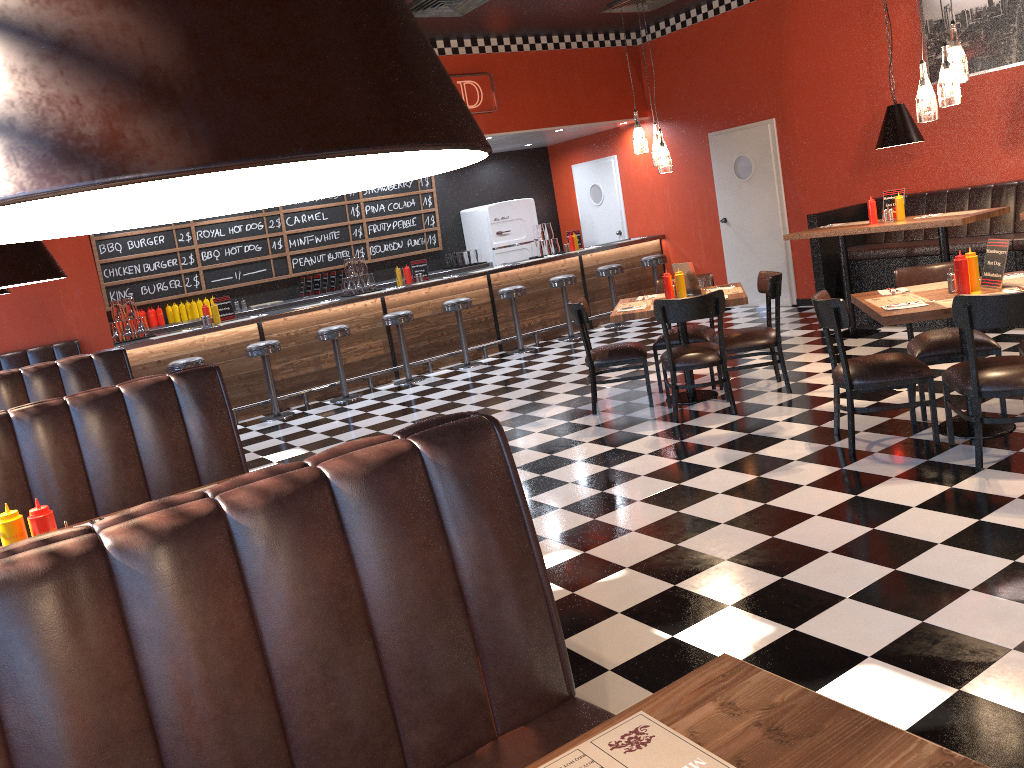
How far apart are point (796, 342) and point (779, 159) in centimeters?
288cm

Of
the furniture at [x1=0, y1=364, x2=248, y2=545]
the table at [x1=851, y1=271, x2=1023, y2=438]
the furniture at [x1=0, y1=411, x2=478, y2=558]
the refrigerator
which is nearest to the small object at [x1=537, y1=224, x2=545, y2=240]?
the refrigerator

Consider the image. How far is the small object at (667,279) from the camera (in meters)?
6.48

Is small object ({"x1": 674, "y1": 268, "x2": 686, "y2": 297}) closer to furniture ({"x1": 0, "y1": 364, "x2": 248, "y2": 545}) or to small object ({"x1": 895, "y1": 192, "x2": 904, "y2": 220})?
small object ({"x1": 895, "y1": 192, "x2": 904, "y2": 220})

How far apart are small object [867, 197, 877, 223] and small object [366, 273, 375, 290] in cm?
530

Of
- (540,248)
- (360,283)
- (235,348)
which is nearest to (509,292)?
(540,248)

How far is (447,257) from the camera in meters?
12.5 m

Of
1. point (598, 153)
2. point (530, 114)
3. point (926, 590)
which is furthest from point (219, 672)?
point (598, 153)

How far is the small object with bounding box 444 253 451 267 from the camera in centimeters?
1254cm

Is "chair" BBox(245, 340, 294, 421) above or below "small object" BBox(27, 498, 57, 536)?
below
